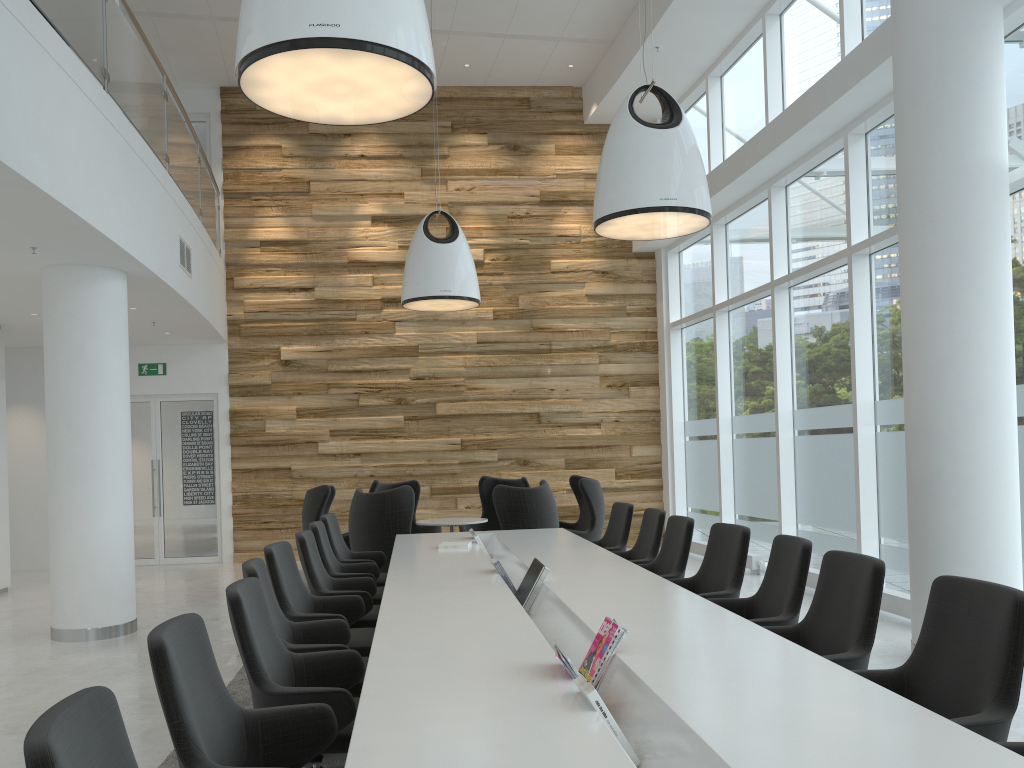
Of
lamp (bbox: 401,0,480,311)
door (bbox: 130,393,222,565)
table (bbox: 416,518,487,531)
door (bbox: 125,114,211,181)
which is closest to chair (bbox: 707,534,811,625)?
table (bbox: 416,518,487,531)

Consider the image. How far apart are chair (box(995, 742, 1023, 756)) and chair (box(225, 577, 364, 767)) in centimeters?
206cm

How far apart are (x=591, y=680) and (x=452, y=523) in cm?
643

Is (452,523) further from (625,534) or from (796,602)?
(796,602)

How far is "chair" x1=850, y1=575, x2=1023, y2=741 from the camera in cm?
266

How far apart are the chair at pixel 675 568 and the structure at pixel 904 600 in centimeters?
219cm

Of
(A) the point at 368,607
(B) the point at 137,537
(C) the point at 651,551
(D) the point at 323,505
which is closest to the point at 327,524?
(A) the point at 368,607

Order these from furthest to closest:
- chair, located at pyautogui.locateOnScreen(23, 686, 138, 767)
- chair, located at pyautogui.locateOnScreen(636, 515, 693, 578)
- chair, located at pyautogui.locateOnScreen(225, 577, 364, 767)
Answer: chair, located at pyautogui.locateOnScreen(636, 515, 693, 578) < chair, located at pyautogui.locateOnScreen(225, 577, 364, 767) < chair, located at pyautogui.locateOnScreen(23, 686, 138, 767)

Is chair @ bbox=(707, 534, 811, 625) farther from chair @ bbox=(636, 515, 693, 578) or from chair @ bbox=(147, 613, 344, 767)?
chair @ bbox=(147, 613, 344, 767)

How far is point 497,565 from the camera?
5.16m
